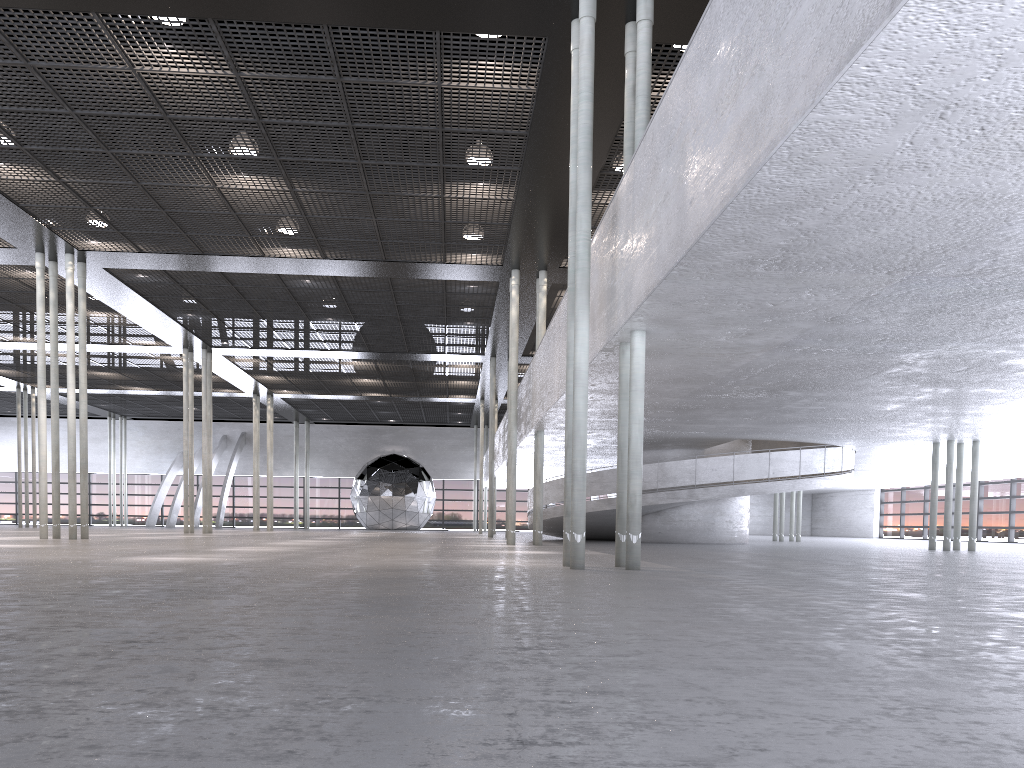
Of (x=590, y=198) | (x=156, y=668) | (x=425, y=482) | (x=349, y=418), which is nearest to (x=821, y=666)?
(x=156, y=668)
